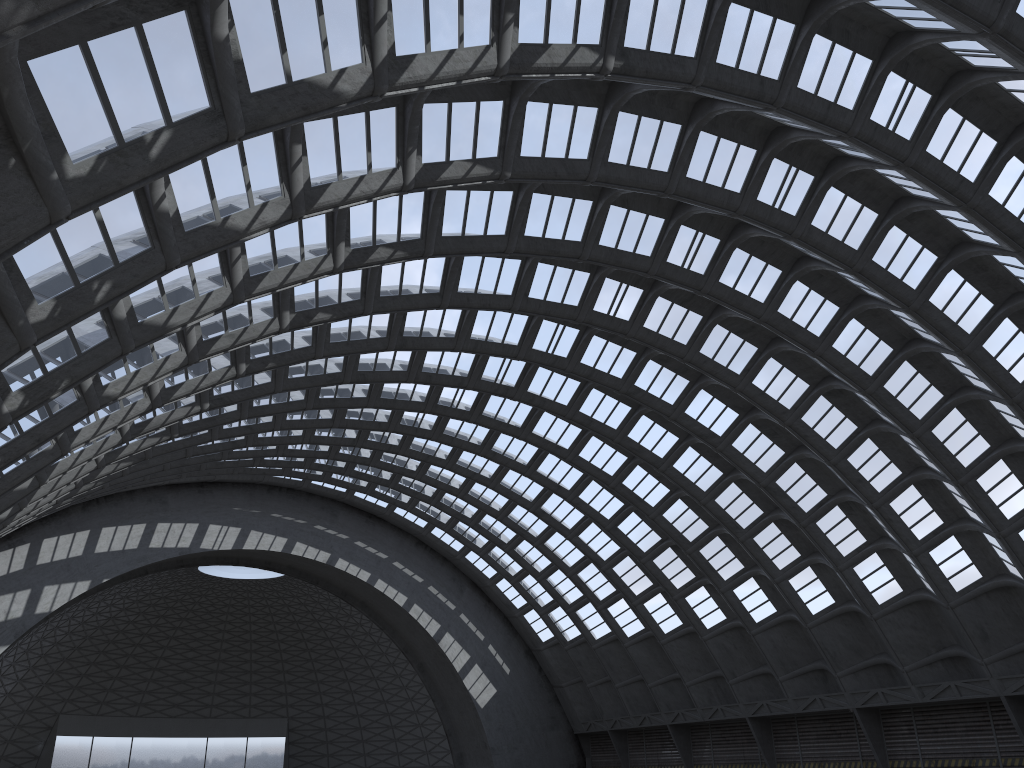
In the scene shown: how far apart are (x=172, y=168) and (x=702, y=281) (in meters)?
21.38

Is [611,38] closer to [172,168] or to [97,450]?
[172,168]
